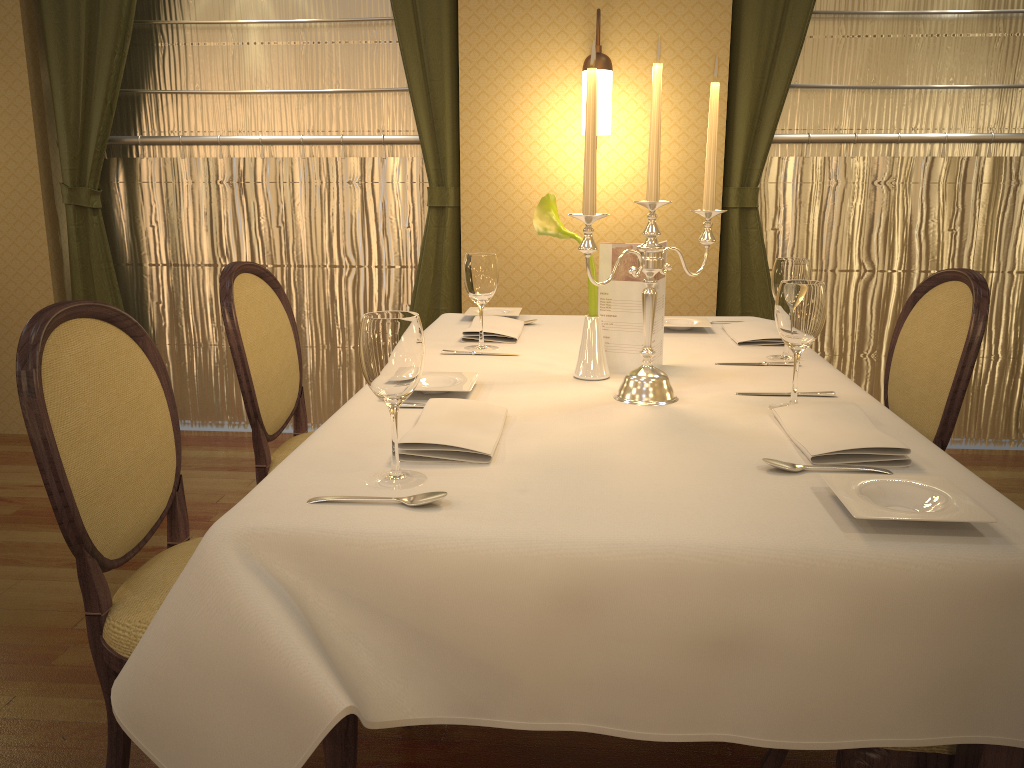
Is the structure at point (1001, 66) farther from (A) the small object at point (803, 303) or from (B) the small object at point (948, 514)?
(B) the small object at point (948, 514)

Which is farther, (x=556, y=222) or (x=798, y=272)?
(x=798, y=272)

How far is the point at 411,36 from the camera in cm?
363

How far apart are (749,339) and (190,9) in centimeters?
301cm

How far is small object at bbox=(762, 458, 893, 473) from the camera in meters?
1.3

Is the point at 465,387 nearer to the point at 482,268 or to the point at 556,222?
the point at 556,222

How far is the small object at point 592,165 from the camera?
1.5m

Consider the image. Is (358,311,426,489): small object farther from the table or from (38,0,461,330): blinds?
(38,0,461,330): blinds

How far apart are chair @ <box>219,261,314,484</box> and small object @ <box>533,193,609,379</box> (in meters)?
0.77

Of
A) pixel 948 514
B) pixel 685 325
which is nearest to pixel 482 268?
pixel 685 325
